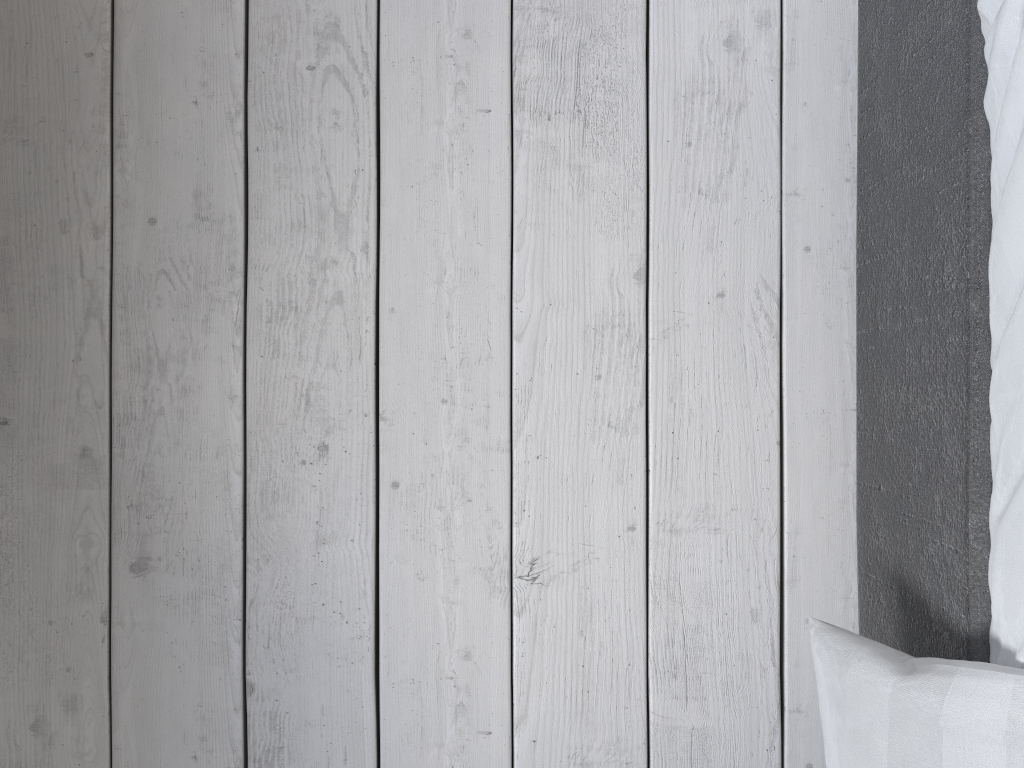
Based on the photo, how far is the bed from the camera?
0.8m

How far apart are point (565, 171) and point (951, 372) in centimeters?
53cm

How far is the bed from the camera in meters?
0.8

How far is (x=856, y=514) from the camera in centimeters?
110cm

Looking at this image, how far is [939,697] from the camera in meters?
0.8
